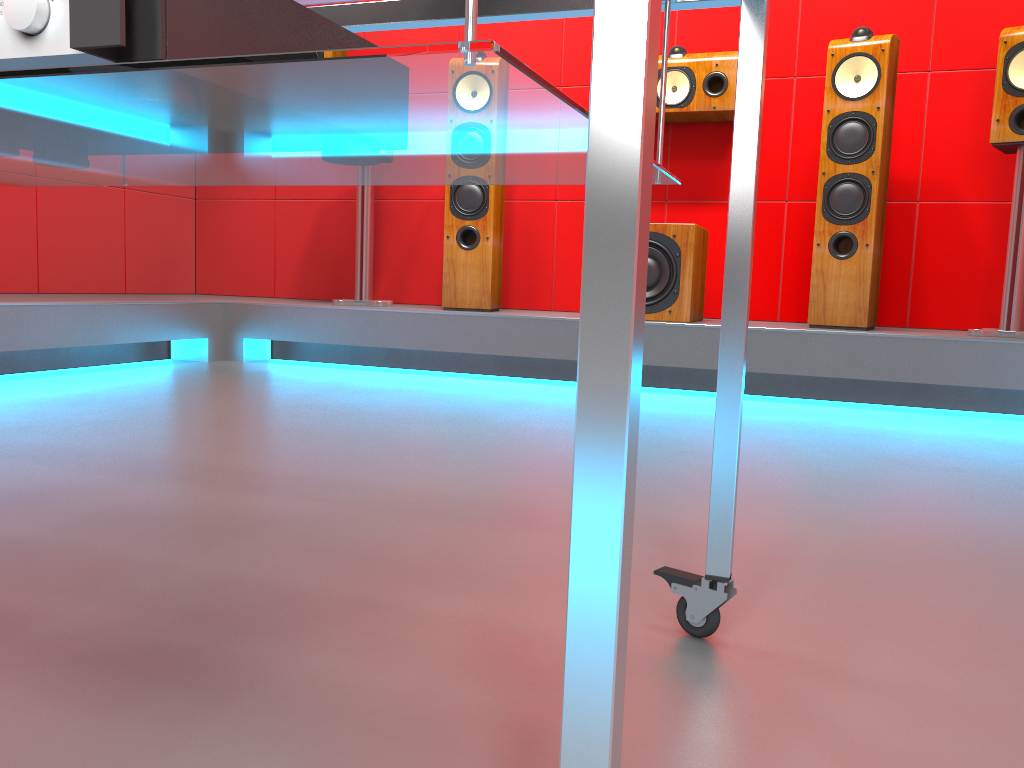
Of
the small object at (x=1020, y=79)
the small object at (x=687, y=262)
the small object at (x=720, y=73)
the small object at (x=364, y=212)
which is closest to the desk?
the small object at (x=687, y=262)

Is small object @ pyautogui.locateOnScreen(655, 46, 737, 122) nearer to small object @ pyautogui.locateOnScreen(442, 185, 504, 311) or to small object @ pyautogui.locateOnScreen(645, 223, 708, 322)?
small object @ pyautogui.locateOnScreen(645, 223, 708, 322)

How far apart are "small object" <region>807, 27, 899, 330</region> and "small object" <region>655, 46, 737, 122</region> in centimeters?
40cm

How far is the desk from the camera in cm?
39

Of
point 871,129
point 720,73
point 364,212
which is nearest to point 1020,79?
point 871,129

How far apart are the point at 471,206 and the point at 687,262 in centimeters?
91cm

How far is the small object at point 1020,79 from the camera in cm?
290

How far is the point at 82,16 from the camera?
0.5m

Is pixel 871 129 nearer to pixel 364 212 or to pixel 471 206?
pixel 471 206

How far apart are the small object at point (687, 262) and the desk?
2.4m
